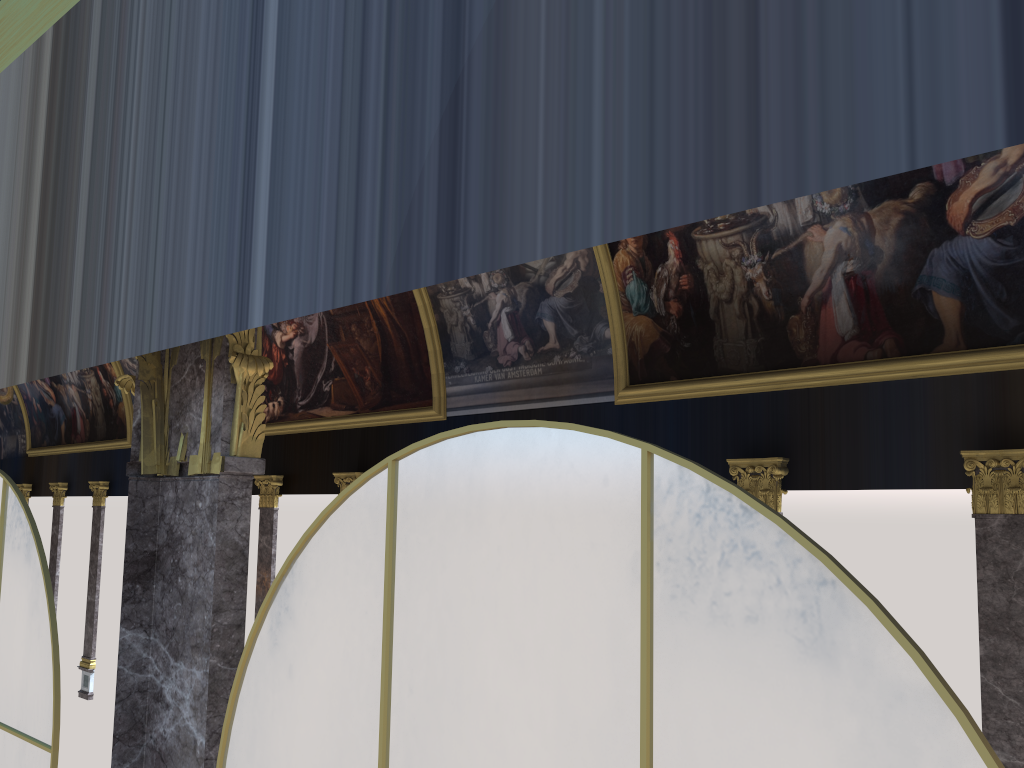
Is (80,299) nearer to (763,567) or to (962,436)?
(763,567)

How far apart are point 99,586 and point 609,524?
30.63m
